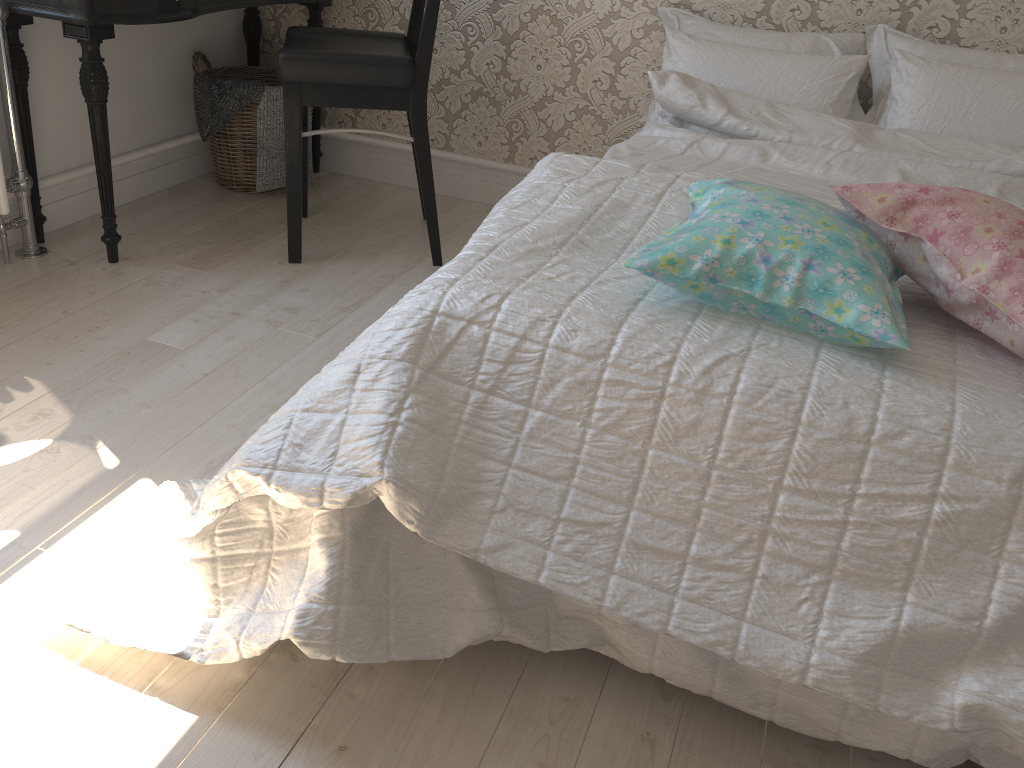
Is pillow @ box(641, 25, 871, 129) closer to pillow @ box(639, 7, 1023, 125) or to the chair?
pillow @ box(639, 7, 1023, 125)

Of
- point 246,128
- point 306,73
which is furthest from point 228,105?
point 306,73

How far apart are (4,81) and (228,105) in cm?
67

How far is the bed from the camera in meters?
1.0 m

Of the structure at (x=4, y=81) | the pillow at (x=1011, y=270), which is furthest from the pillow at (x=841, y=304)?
the structure at (x=4, y=81)

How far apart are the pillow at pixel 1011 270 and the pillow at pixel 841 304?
0.0m

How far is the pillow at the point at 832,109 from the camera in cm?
223

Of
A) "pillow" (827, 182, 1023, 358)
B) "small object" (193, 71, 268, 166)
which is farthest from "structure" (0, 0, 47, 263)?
"pillow" (827, 182, 1023, 358)

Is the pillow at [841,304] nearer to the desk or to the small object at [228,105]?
the desk

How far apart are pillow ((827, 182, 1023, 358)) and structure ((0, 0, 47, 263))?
1.93m
